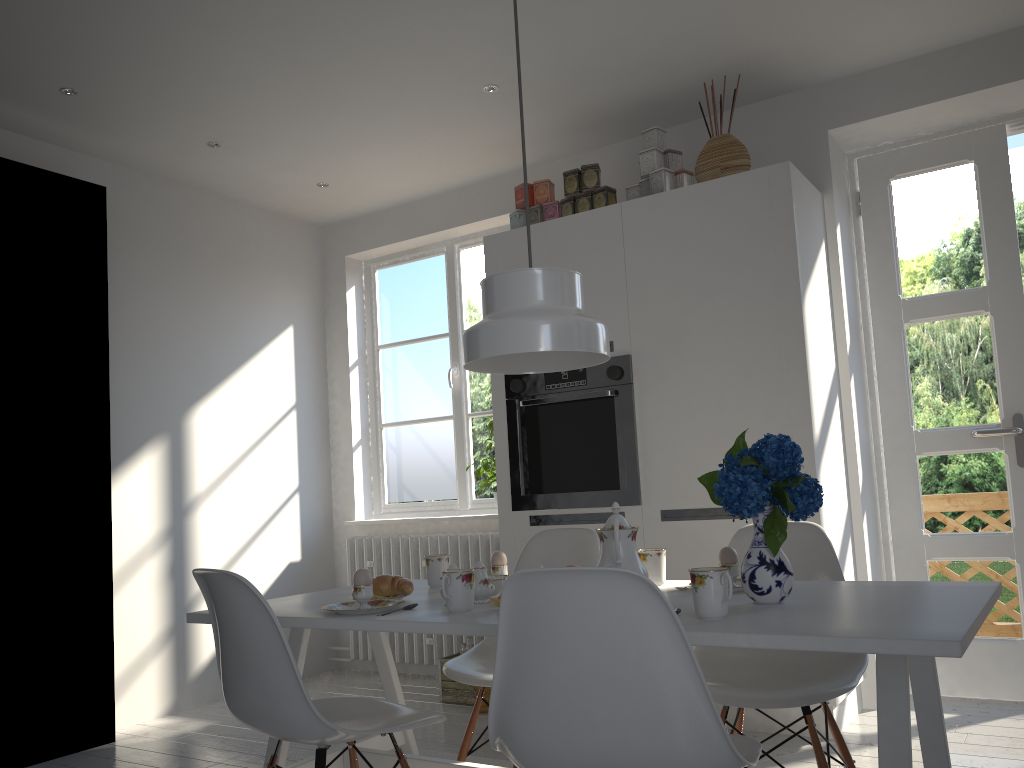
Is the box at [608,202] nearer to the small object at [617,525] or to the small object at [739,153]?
the small object at [739,153]

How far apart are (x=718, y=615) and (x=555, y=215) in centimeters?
256cm

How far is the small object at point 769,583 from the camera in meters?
1.8 m

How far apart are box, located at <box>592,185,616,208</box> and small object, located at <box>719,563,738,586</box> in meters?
2.0 m

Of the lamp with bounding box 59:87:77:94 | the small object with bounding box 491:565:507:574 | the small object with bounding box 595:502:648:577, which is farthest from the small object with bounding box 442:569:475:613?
the lamp with bounding box 59:87:77:94

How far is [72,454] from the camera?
3.6 meters

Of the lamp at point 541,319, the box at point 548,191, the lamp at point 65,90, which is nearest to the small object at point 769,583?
the lamp at point 541,319

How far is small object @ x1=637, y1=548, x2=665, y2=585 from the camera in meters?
2.3 m

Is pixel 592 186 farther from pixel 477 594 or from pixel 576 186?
pixel 477 594

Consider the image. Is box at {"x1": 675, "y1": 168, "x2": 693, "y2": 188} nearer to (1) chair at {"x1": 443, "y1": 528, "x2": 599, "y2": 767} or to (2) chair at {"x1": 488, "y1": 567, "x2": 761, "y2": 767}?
(1) chair at {"x1": 443, "y1": 528, "x2": 599, "y2": 767}
